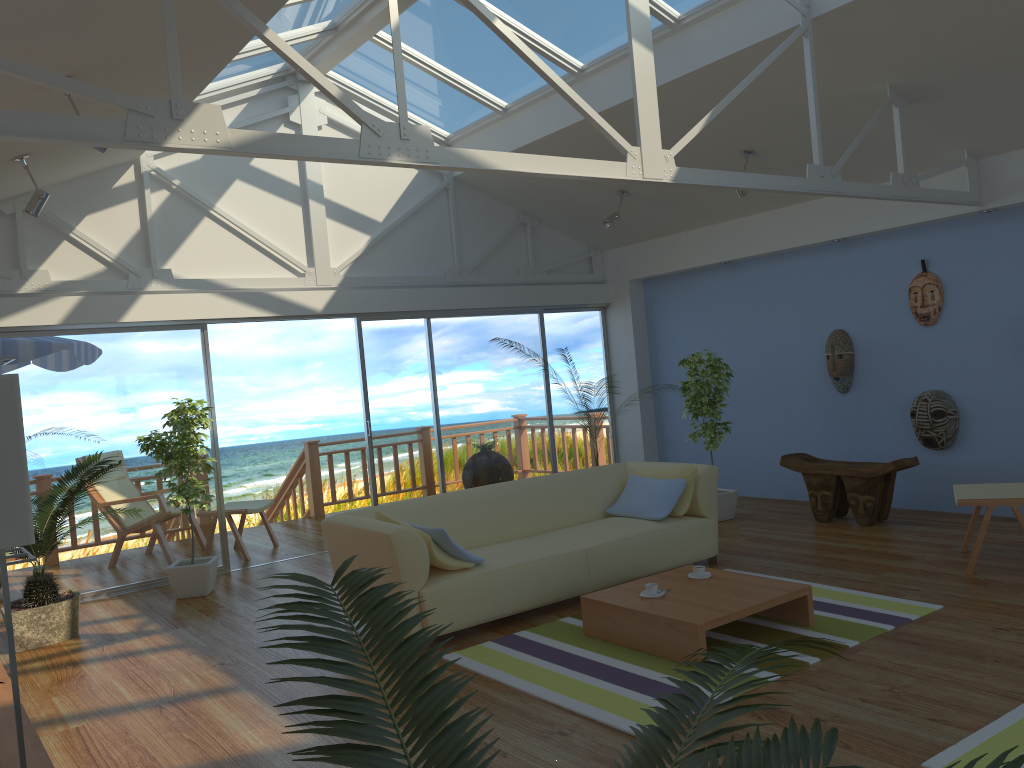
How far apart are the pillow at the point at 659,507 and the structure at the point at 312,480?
4.6m

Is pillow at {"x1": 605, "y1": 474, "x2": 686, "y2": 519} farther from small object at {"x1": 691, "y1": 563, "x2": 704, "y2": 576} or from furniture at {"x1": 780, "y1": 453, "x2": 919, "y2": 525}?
furniture at {"x1": 780, "y1": 453, "x2": 919, "y2": 525}

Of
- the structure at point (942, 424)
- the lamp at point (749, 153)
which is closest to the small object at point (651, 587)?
the structure at point (942, 424)

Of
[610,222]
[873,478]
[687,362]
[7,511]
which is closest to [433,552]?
[7,511]

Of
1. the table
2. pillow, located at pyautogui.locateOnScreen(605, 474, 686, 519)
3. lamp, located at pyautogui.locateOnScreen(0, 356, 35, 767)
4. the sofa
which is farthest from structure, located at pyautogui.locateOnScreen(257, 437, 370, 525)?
lamp, located at pyautogui.locateOnScreen(0, 356, 35, 767)

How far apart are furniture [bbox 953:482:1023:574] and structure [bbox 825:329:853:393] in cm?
200

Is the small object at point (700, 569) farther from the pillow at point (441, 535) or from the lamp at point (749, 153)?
the lamp at point (749, 153)

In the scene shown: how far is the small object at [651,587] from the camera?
4.3 meters

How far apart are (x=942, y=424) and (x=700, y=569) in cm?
308

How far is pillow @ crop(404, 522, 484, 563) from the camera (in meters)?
4.61
